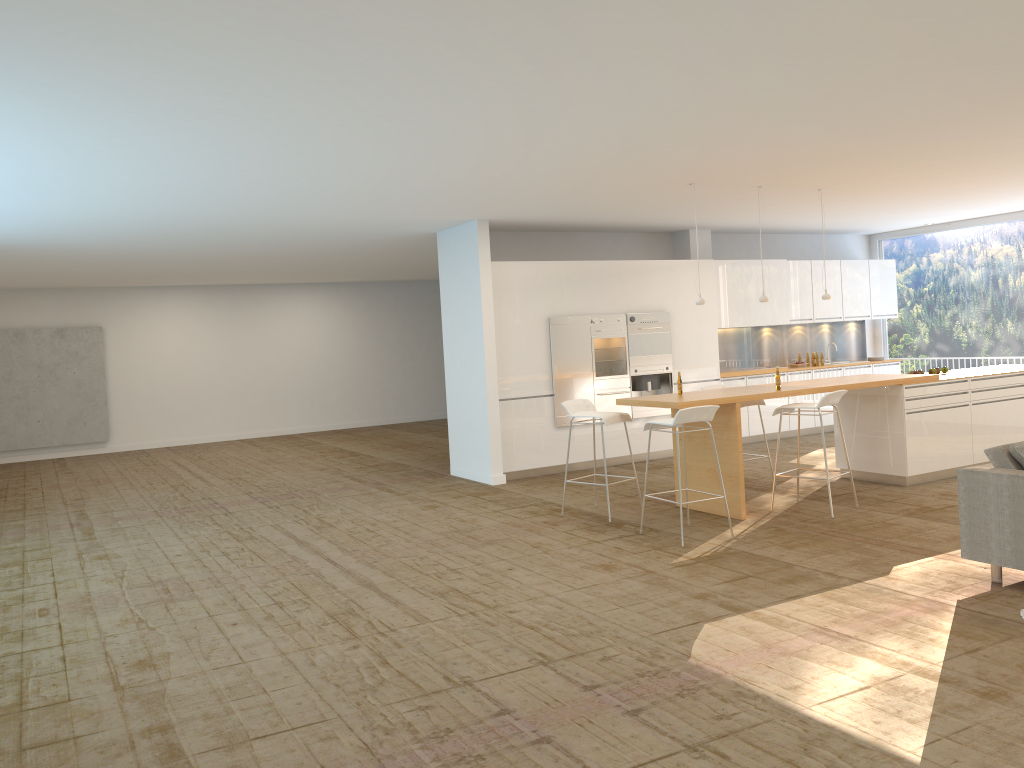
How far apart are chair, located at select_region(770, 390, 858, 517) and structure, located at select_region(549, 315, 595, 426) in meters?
3.2 m

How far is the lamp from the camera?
8.3m

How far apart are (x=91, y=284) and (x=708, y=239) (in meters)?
10.46

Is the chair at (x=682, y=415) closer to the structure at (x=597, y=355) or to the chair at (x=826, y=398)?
the chair at (x=826, y=398)

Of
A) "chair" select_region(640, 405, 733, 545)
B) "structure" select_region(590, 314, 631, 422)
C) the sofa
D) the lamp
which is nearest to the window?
"structure" select_region(590, 314, 631, 422)

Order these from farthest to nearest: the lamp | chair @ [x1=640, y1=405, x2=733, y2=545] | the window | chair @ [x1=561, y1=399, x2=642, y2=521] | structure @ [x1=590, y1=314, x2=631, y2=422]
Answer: the window, structure @ [x1=590, y1=314, x2=631, y2=422], the lamp, chair @ [x1=561, y1=399, x2=642, y2=521], chair @ [x1=640, y1=405, x2=733, y2=545]

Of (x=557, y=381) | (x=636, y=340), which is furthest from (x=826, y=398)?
(x=636, y=340)

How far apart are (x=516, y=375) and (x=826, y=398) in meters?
3.9

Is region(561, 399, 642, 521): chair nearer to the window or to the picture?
the window

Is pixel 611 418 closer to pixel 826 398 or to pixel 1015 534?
pixel 826 398
